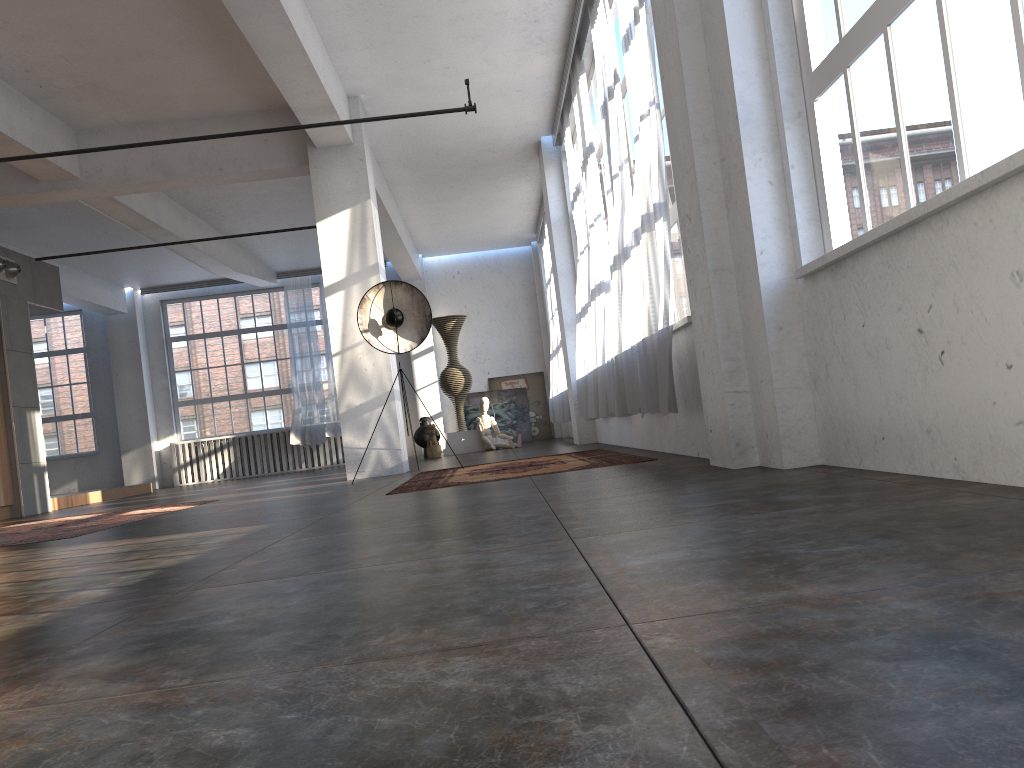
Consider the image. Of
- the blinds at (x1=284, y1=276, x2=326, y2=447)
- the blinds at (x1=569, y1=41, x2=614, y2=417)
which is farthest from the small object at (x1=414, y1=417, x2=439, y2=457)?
the blinds at (x1=569, y1=41, x2=614, y2=417)

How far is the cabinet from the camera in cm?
1071

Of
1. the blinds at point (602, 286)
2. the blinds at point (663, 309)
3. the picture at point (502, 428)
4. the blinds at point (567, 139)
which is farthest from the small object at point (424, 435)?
the blinds at point (663, 309)

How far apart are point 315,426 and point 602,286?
10.31m

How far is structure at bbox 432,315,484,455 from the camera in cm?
1467

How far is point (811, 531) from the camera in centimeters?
210cm

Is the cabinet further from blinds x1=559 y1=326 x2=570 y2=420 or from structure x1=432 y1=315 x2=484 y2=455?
blinds x1=559 y1=326 x2=570 y2=420

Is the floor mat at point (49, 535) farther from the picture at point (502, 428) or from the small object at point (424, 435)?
the picture at point (502, 428)

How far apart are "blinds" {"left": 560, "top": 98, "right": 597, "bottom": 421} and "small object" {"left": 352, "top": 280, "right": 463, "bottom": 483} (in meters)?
2.18

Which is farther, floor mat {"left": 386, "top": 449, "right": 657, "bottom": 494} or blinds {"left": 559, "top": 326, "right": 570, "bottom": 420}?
blinds {"left": 559, "top": 326, "right": 570, "bottom": 420}
